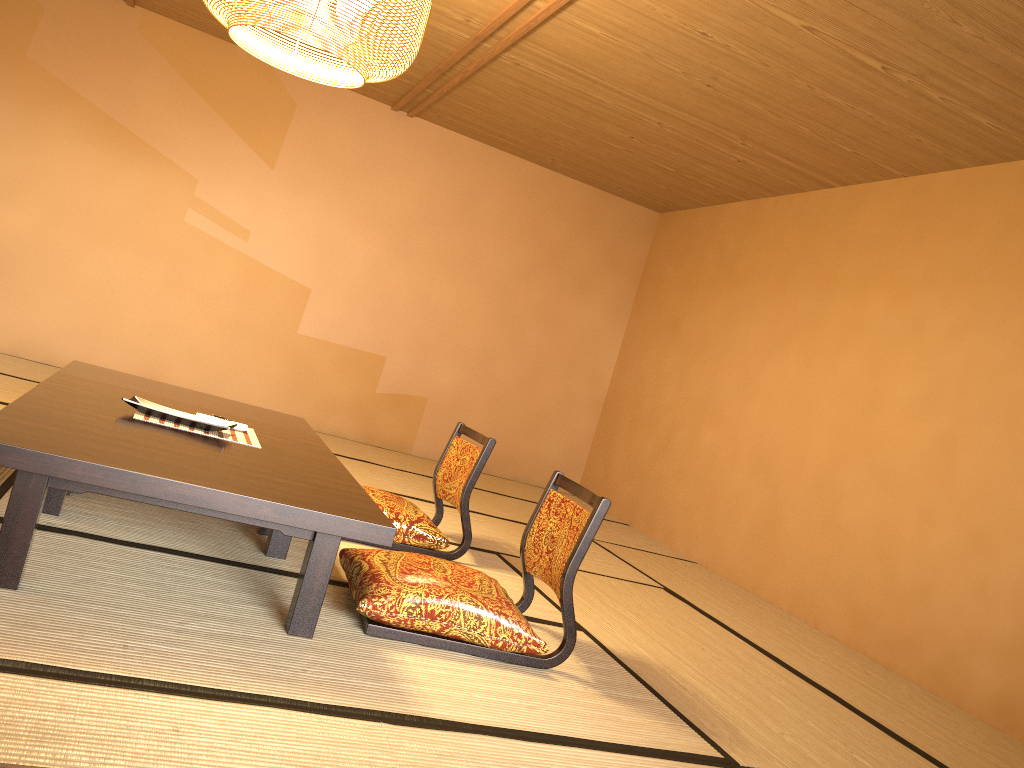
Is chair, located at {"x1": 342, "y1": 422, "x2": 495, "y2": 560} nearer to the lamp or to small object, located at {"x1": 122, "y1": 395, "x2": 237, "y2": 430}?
small object, located at {"x1": 122, "y1": 395, "x2": 237, "y2": 430}

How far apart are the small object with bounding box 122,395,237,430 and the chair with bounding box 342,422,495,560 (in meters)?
0.83

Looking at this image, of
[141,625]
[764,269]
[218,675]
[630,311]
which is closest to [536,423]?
[630,311]

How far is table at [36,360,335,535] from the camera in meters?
3.1

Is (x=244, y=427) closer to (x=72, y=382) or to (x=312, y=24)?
(x=72, y=382)

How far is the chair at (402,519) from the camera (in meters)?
3.60

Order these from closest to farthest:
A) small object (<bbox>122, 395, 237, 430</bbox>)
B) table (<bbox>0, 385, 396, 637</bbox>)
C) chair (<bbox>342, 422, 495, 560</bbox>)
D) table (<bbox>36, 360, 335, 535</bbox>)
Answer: table (<bbox>0, 385, 396, 637</bbox>), small object (<bbox>122, 395, 237, 430</bbox>), table (<bbox>36, 360, 335, 535</bbox>), chair (<bbox>342, 422, 495, 560</bbox>)

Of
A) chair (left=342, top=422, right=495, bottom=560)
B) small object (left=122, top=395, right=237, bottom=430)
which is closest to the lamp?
small object (left=122, top=395, right=237, bottom=430)

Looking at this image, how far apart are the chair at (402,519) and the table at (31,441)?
0.6m

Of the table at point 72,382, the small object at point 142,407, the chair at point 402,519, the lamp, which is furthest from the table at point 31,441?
the lamp
